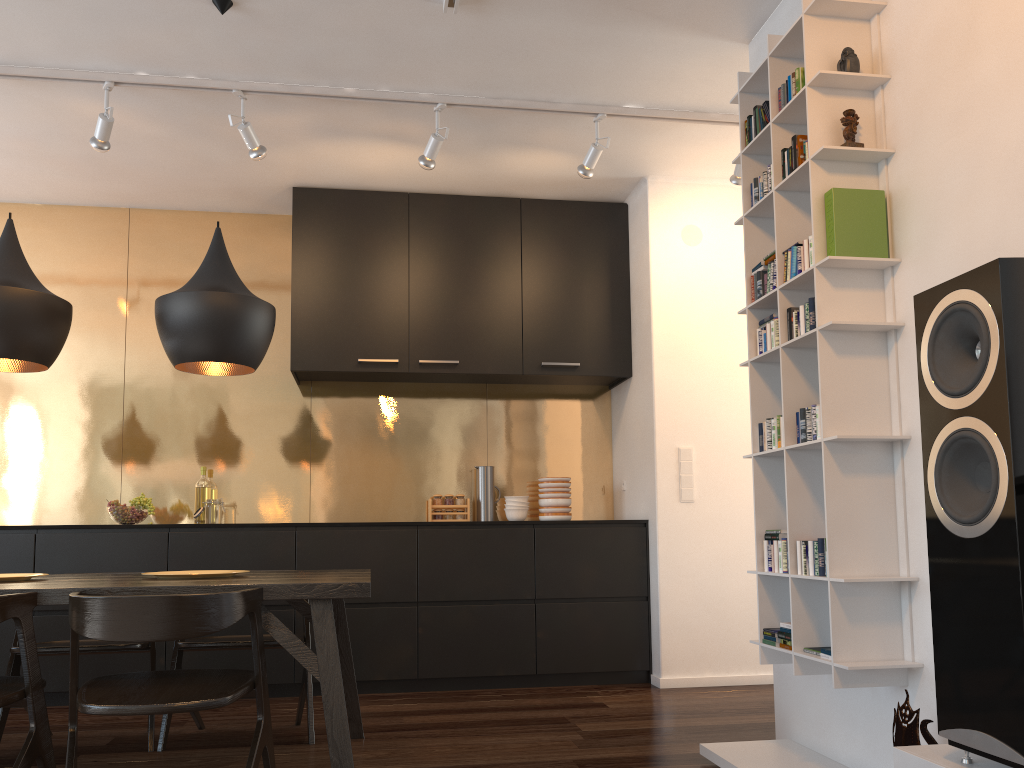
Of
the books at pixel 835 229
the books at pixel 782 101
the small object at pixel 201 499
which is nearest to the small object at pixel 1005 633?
the books at pixel 835 229

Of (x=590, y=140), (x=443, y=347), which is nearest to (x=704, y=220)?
(x=590, y=140)

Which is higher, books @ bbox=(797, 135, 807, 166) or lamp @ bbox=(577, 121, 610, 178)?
lamp @ bbox=(577, 121, 610, 178)

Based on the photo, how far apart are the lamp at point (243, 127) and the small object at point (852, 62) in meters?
2.5 m

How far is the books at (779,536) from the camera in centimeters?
286cm

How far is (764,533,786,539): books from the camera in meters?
2.9

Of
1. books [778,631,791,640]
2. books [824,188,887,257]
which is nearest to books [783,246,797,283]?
books [824,188,887,257]

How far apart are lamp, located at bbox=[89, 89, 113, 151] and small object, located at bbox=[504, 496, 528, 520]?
2.8m

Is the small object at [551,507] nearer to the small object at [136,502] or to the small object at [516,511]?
the small object at [516,511]

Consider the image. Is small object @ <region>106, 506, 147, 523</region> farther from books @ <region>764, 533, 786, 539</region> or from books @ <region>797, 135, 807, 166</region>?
books @ <region>797, 135, 807, 166</region>
